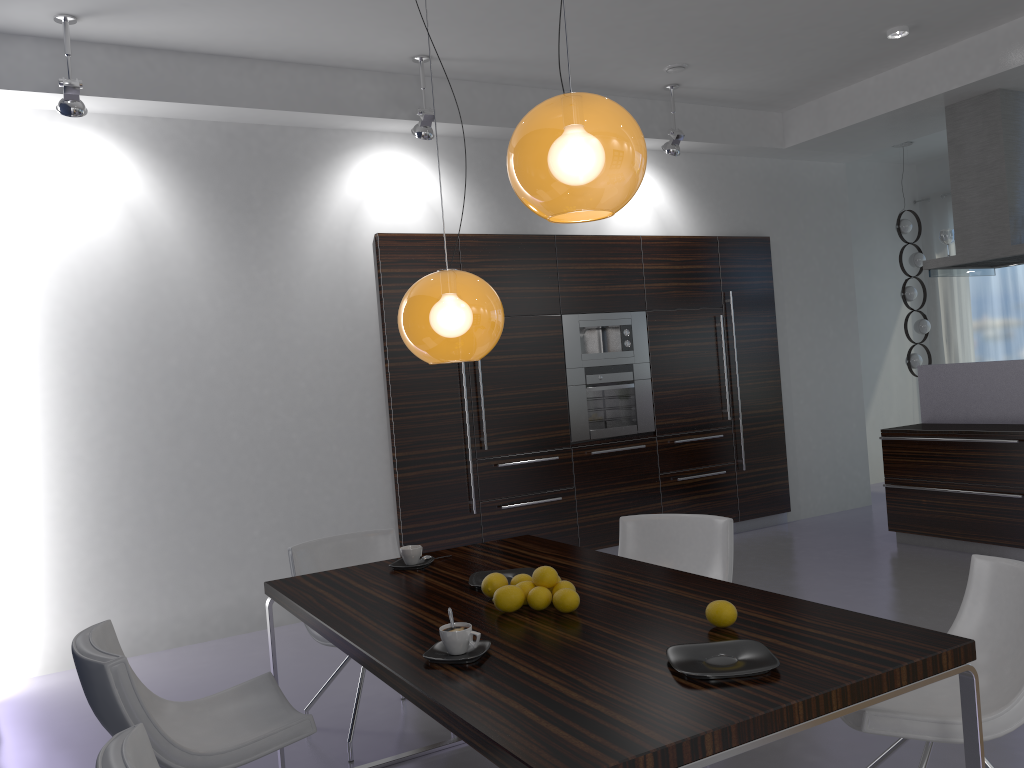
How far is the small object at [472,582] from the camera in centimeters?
291cm

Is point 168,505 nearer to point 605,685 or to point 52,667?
point 52,667

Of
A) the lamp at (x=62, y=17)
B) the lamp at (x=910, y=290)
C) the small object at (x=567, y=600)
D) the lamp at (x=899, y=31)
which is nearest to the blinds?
the lamp at (x=910, y=290)

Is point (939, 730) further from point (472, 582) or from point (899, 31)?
point (899, 31)

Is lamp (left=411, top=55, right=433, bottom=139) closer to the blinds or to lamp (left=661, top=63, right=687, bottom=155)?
lamp (left=661, top=63, right=687, bottom=155)

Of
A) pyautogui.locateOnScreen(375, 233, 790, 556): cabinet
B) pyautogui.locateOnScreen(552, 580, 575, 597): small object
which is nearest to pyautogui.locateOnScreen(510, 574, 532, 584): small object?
pyautogui.locateOnScreen(552, 580, 575, 597): small object

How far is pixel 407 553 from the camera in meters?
3.3

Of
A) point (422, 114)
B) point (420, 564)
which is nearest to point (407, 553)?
point (420, 564)

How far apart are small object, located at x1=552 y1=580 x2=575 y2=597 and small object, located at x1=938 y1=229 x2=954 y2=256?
5.47m

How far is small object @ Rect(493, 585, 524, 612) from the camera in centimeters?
253cm
